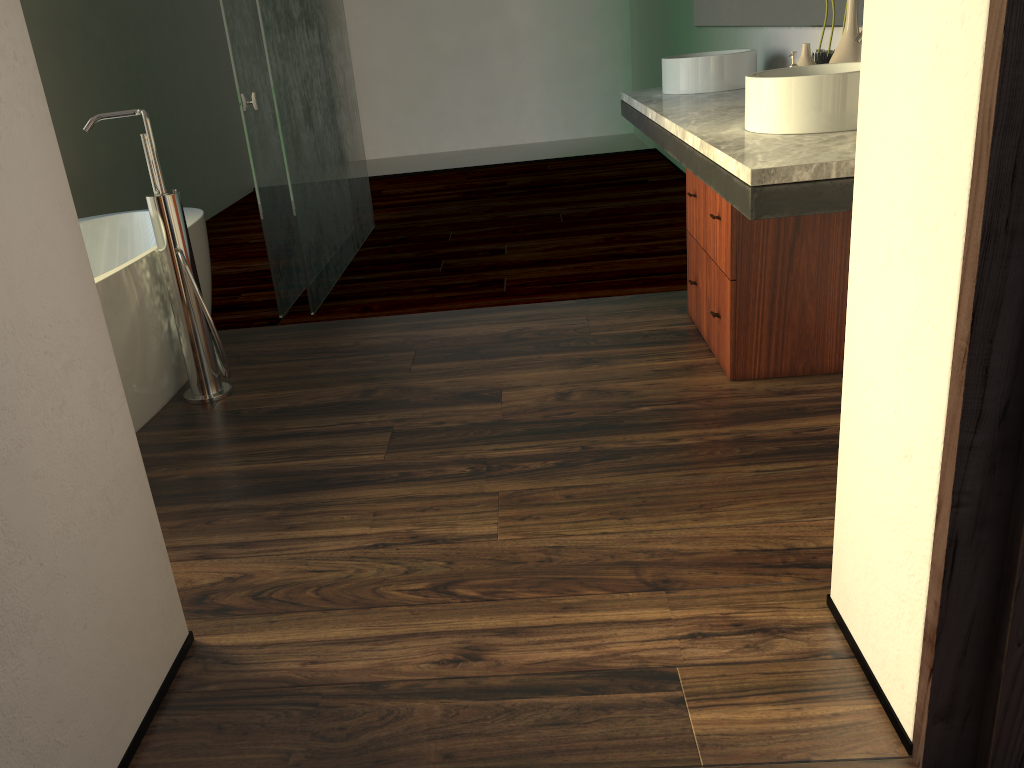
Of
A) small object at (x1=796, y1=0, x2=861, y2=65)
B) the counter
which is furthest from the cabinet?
small object at (x1=796, y1=0, x2=861, y2=65)

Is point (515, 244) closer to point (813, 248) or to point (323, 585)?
point (813, 248)

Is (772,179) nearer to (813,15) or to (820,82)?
(820,82)

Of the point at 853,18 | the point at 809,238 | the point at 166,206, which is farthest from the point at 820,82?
the point at 166,206

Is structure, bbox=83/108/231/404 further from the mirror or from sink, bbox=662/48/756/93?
the mirror

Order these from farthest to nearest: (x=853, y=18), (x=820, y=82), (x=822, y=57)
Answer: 1. (x=822, y=57)
2. (x=853, y=18)
3. (x=820, y=82)

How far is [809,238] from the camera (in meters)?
2.41

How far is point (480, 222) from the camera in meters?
5.0

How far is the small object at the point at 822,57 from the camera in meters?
2.7

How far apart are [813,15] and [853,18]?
0.56m
